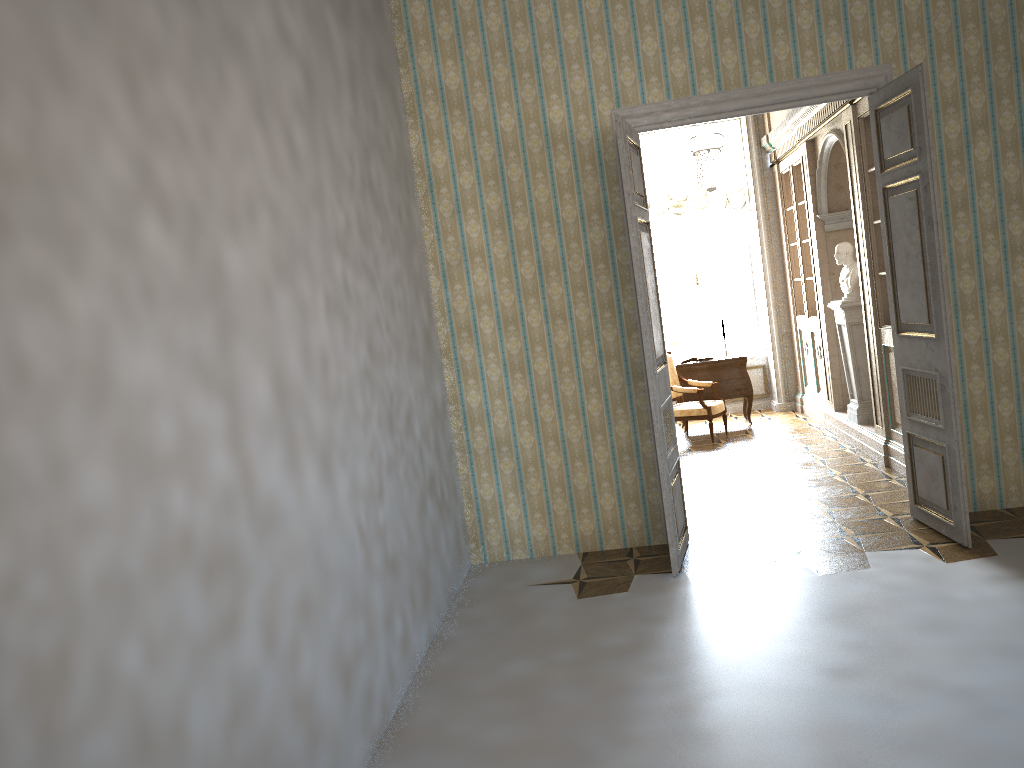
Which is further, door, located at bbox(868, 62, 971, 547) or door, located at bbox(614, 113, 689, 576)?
door, located at bbox(614, 113, 689, 576)

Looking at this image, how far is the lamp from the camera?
7.86m

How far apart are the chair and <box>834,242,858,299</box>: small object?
1.8 meters

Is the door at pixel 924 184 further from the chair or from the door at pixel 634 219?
the chair

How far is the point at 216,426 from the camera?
2.6m

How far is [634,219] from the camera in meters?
5.0 m

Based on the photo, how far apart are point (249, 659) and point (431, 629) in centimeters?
221cm

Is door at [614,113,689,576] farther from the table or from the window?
the window

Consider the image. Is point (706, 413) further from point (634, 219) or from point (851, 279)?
point (634, 219)

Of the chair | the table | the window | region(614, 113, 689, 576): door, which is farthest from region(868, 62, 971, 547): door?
the window
